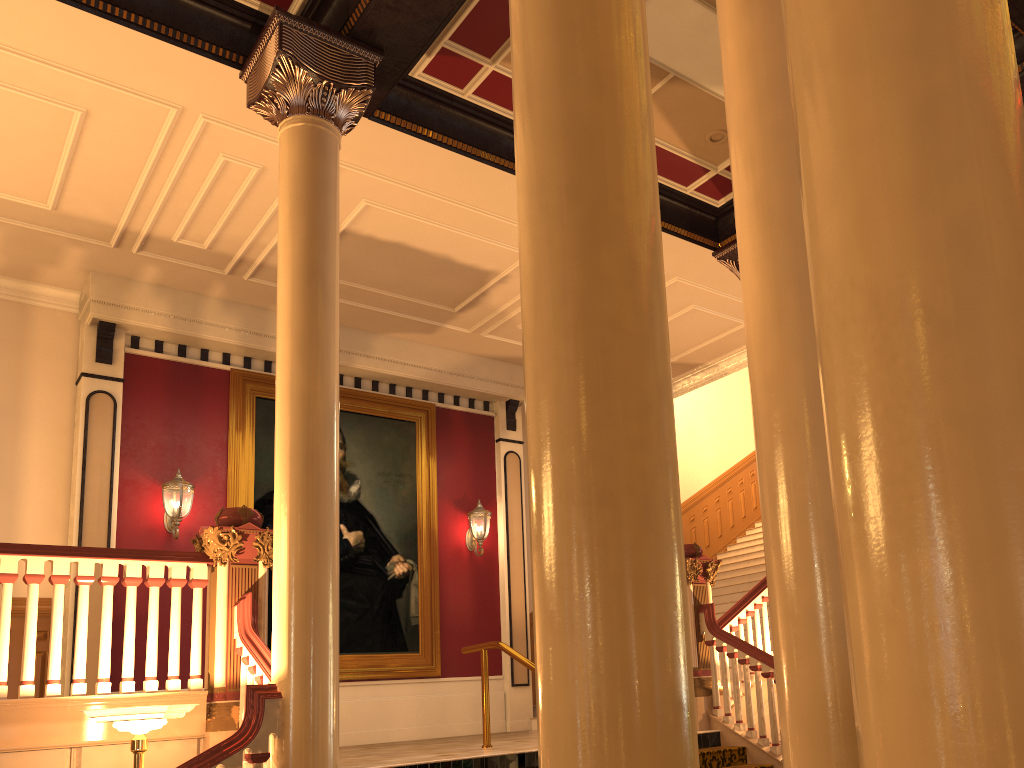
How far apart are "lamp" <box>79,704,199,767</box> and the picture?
5.1 meters

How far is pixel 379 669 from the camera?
9.8m

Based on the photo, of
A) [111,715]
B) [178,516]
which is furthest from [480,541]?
[111,715]

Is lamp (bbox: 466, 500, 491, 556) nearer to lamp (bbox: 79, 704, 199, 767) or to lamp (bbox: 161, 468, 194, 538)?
lamp (bbox: 161, 468, 194, 538)

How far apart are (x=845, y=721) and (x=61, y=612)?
4.7m

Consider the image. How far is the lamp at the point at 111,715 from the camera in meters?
4.4 m

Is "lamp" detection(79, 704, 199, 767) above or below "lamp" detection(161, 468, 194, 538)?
below

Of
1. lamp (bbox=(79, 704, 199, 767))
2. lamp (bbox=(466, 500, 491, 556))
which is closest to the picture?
lamp (bbox=(466, 500, 491, 556))

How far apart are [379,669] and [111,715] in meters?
5.6

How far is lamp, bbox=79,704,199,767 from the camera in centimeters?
439cm
